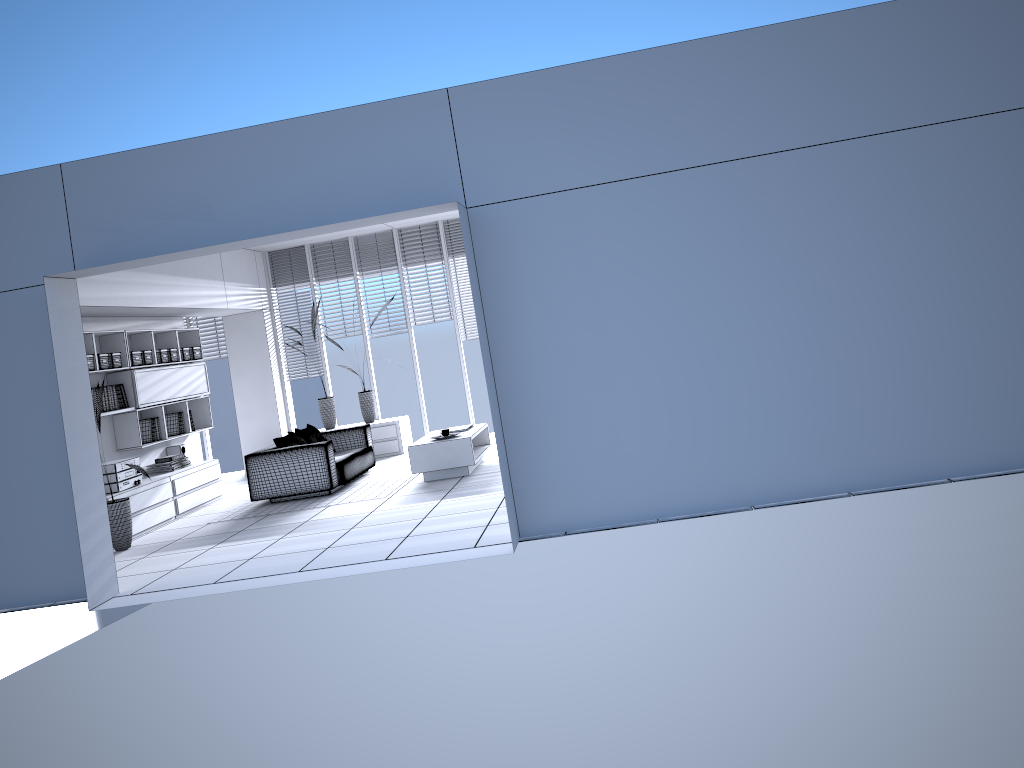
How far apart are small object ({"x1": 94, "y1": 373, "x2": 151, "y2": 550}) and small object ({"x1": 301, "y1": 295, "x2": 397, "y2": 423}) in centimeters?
436cm

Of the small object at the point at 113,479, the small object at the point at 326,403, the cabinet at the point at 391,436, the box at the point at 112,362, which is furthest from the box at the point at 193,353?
→ the cabinet at the point at 391,436

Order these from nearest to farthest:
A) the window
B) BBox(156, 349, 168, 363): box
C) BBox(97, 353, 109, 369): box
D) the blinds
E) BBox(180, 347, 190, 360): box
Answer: BBox(97, 353, 109, 369): box → BBox(156, 349, 168, 363): box → BBox(180, 347, 190, 360): box → the blinds → the window

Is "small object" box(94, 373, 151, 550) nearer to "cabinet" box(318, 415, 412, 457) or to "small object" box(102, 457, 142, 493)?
"small object" box(102, 457, 142, 493)

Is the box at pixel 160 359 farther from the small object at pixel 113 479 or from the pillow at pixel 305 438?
the pillow at pixel 305 438

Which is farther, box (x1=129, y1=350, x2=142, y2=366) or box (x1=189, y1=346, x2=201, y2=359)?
box (x1=189, y1=346, x2=201, y2=359)

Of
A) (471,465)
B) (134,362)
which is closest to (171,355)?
(134,362)

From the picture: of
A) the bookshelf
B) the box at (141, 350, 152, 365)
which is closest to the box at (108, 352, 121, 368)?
the bookshelf

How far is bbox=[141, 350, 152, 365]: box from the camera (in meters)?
9.63

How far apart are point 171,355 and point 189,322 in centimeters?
261cm
